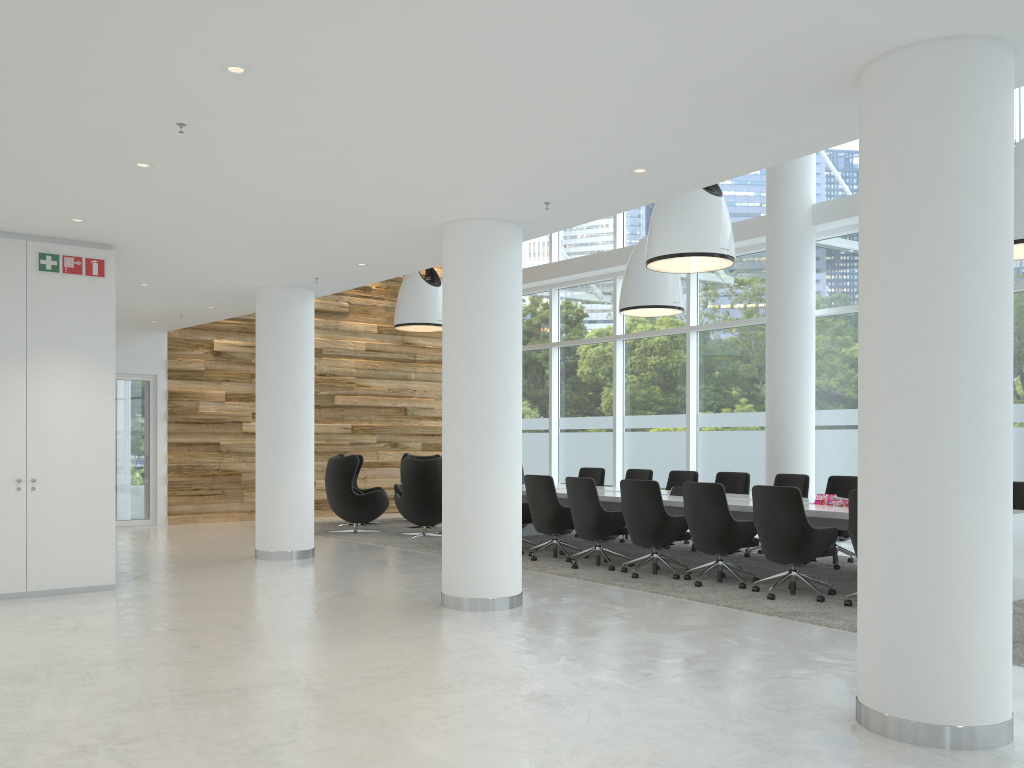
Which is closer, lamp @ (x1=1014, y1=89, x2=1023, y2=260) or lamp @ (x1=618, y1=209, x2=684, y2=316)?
lamp @ (x1=1014, y1=89, x2=1023, y2=260)

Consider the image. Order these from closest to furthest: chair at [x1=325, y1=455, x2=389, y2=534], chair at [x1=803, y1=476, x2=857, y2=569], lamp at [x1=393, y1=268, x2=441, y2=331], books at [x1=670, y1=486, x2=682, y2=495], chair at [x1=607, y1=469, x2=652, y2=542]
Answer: chair at [x1=803, y1=476, x2=857, y2=569] → books at [x1=670, y1=486, x2=682, y2=495] → chair at [x1=607, y1=469, x2=652, y2=542] → chair at [x1=325, y1=455, x2=389, y2=534] → lamp at [x1=393, y1=268, x2=441, y2=331]

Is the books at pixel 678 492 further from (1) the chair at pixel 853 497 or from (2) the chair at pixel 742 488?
(1) the chair at pixel 853 497

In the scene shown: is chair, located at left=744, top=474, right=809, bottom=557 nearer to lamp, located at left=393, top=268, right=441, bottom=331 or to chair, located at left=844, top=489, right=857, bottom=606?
chair, located at left=844, top=489, right=857, bottom=606

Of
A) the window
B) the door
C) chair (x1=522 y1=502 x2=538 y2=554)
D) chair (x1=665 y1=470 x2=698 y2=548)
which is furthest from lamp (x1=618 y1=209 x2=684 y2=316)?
the door

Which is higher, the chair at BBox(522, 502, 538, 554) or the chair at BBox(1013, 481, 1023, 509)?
the chair at BBox(1013, 481, 1023, 509)

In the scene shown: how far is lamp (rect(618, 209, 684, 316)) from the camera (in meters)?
11.54

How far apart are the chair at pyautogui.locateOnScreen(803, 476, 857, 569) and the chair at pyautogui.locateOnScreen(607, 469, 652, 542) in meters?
2.7

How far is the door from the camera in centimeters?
1392cm

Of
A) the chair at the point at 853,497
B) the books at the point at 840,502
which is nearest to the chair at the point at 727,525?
the books at the point at 840,502
